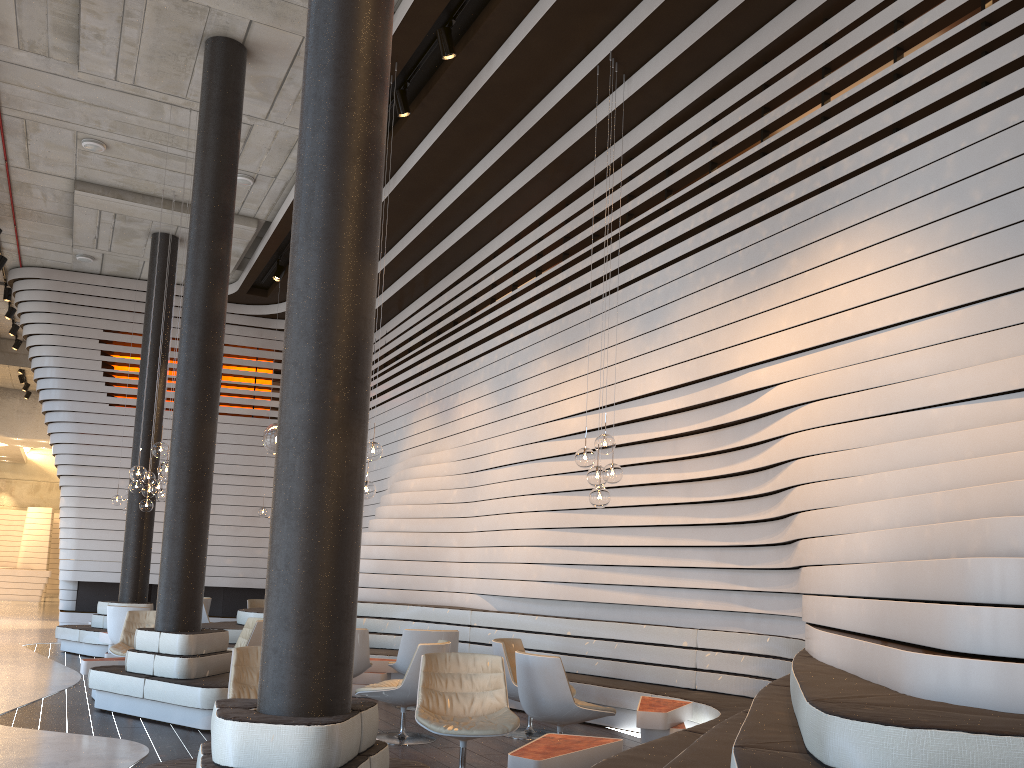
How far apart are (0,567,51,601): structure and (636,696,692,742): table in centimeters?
2322cm

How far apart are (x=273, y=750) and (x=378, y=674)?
5.9m

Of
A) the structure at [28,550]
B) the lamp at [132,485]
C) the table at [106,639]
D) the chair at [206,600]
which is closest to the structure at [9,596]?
the structure at [28,550]

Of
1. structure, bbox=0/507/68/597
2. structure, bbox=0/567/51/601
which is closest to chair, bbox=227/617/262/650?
structure, bbox=0/567/51/601

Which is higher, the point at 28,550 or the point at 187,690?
the point at 28,550

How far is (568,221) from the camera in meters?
9.5

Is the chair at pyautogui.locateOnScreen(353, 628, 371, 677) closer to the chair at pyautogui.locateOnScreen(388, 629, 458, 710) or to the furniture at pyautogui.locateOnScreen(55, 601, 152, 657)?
the chair at pyautogui.locateOnScreen(388, 629, 458, 710)

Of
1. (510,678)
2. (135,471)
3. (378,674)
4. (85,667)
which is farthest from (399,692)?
(135,471)

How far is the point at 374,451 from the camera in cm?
762

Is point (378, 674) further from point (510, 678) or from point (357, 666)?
point (510, 678)
